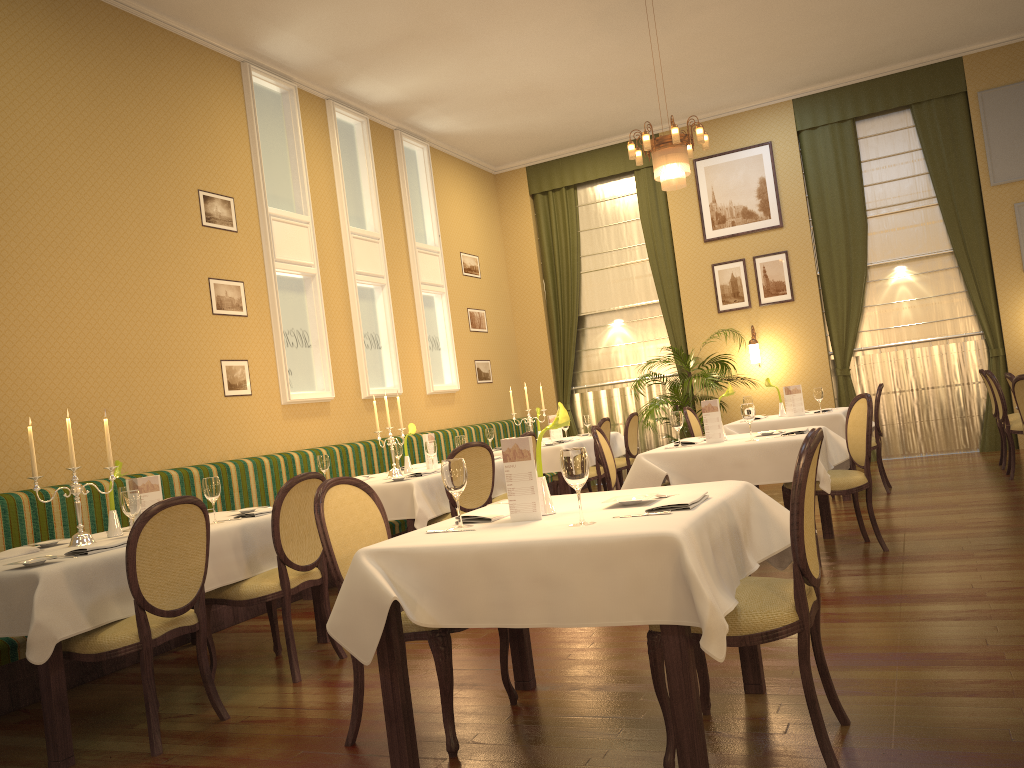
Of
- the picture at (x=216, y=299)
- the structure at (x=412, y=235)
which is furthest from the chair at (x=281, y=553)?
the structure at (x=412, y=235)

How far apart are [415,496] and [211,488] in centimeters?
160cm

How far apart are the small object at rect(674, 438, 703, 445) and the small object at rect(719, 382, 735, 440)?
0.40m

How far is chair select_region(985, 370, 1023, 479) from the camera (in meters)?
7.55

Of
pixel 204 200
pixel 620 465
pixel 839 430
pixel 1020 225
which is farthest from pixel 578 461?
pixel 1020 225

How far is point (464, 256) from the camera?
11.10m

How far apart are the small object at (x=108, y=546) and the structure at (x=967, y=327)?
9.0m

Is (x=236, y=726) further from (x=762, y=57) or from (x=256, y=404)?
(x=762, y=57)

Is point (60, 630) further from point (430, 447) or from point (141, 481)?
point (430, 447)

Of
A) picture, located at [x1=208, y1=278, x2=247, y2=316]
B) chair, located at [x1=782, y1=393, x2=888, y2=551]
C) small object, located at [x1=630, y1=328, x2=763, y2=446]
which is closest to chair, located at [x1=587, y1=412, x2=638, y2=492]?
small object, located at [x1=630, y1=328, x2=763, y2=446]
